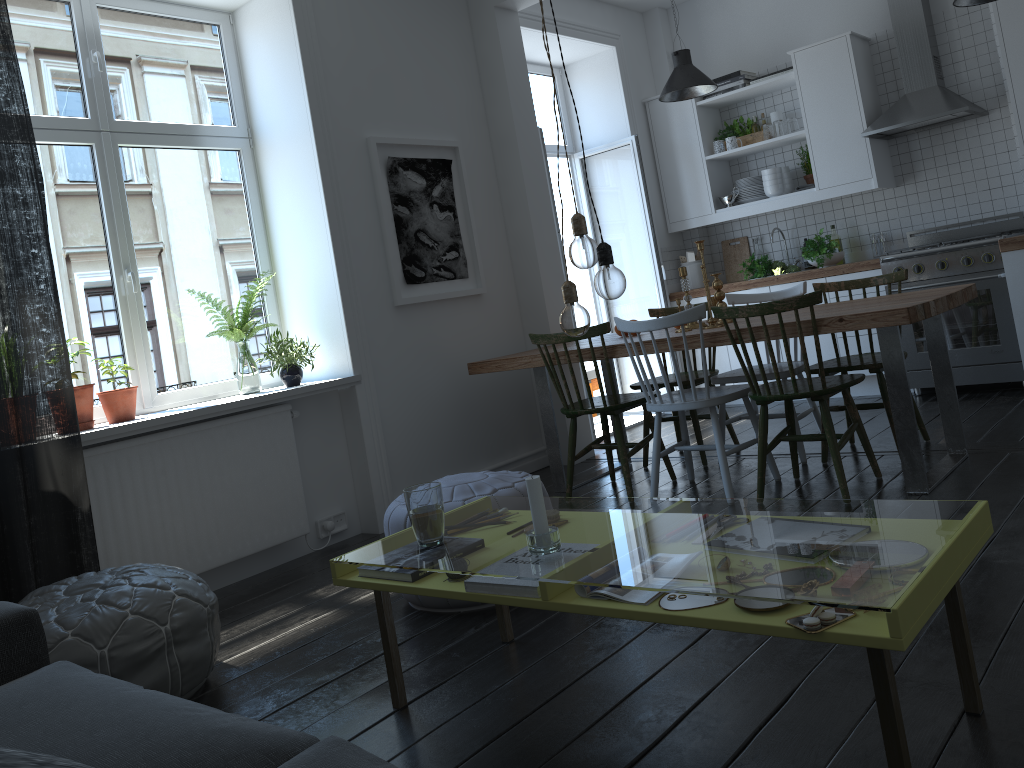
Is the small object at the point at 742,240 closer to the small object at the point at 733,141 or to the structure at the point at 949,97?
the small object at the point at 733,141

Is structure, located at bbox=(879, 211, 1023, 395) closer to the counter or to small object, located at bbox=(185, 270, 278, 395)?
the counter

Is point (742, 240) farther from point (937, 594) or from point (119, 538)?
point (937, 594)

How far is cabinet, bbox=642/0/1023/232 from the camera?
5.6m

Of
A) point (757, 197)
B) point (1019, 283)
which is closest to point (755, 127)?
point (757, 197)

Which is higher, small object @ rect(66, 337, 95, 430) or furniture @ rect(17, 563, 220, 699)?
small object @ rect(66, 337, 95, 430)

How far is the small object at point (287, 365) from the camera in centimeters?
417cm

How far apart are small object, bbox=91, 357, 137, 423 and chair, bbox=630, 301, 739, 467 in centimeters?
249cm

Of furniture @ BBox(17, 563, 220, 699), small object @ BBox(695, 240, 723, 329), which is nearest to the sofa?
furniture @ BBox(17, 563, 220, 699)

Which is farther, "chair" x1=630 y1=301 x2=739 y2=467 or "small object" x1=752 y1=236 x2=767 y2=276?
"small object" x1=752 y1=236 x2=767 y2=276
